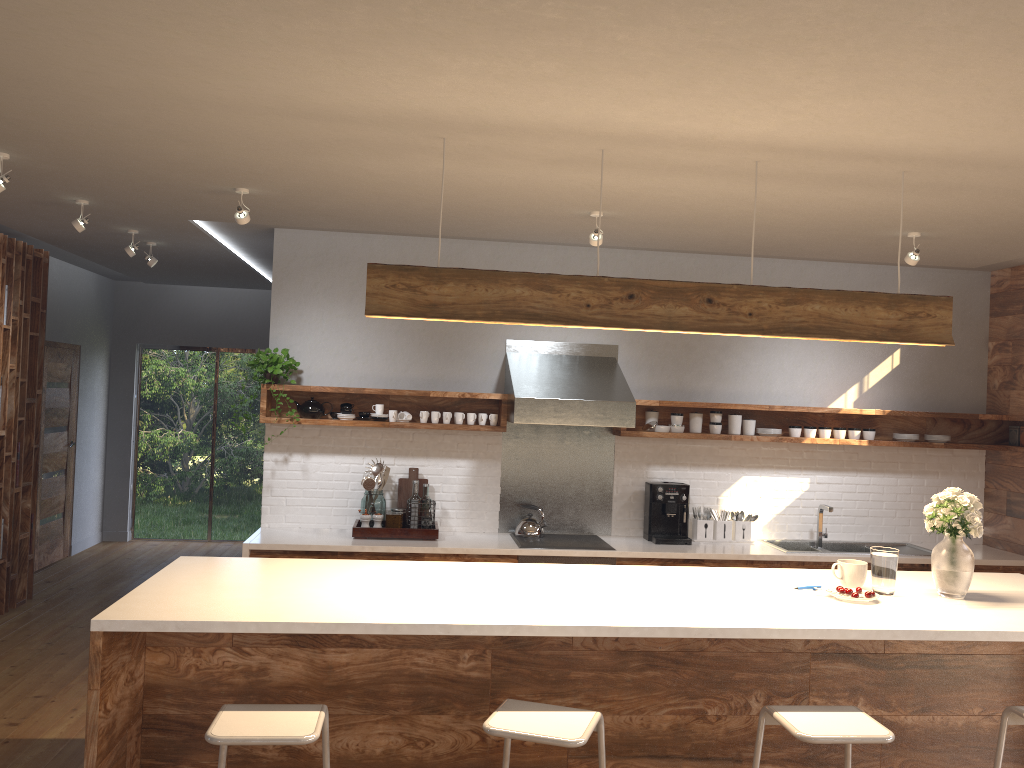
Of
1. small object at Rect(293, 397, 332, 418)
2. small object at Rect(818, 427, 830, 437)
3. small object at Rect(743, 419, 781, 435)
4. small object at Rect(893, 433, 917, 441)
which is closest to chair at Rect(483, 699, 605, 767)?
small object at Rect(293, 397, 332, 418)

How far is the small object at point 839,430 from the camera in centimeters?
622cm

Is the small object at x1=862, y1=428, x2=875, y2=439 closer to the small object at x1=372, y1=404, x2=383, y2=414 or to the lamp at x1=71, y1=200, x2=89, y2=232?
the small object at x1=372, y1=404, x2=383, y2=414

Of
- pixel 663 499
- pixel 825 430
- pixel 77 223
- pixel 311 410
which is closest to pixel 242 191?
pixel 77 223

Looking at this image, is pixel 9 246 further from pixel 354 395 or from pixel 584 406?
pixel 584 406

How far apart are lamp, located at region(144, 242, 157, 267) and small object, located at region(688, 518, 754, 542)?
4.3m

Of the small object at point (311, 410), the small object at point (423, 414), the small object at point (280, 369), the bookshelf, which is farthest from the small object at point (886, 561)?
the bookshelf

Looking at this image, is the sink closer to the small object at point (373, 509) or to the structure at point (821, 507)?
the structure at point (821, 507)

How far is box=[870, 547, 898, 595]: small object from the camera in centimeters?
364cm

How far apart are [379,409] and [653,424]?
1.9 meters
